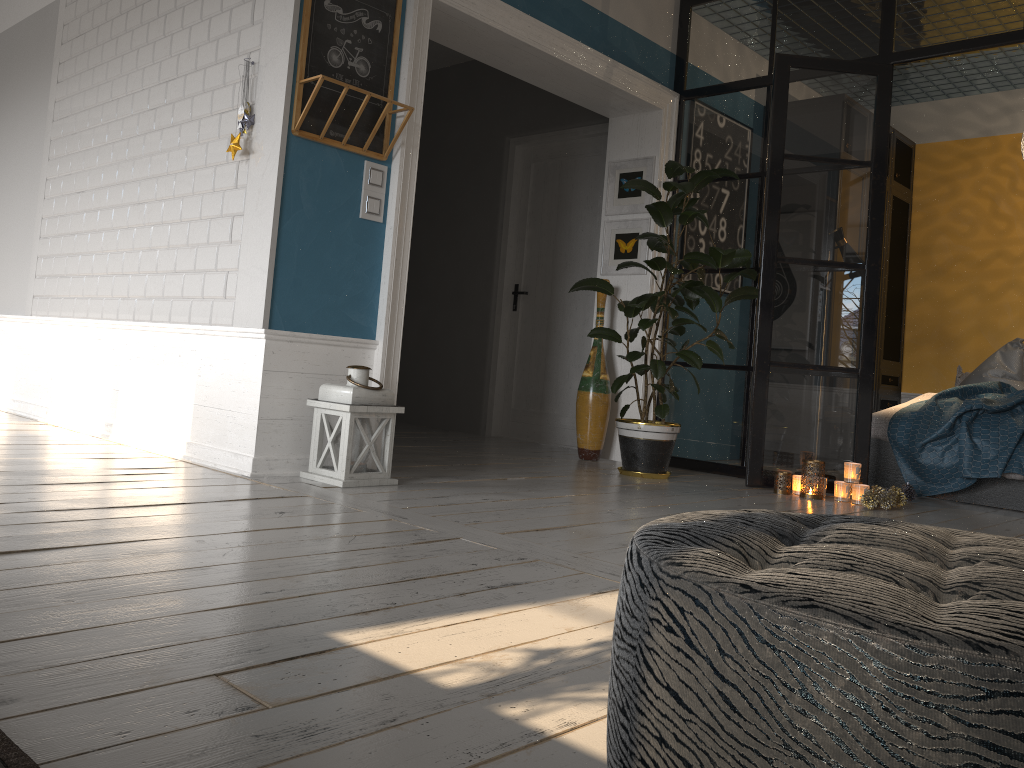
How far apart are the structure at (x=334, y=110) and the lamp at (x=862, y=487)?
2.7m

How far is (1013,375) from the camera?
5.78m

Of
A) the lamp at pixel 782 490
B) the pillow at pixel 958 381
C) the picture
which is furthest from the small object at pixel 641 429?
the pillow at pixel 958 381

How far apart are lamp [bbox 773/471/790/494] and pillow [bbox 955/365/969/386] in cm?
270

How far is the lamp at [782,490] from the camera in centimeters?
451cm

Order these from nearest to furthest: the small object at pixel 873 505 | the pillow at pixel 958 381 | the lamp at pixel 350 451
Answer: the lamp at pixel 350 451
the small object at pixel 873 505
the pillow at pixel 958 381

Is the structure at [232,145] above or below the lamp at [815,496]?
above

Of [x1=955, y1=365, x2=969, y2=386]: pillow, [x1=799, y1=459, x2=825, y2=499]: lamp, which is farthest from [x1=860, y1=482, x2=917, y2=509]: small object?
[x1=955, y1=365, x2=969, y2=386]: pillow

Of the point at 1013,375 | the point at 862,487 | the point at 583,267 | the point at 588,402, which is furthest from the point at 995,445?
the point at 583,267

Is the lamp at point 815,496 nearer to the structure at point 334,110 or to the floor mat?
the structure at point 334,110
